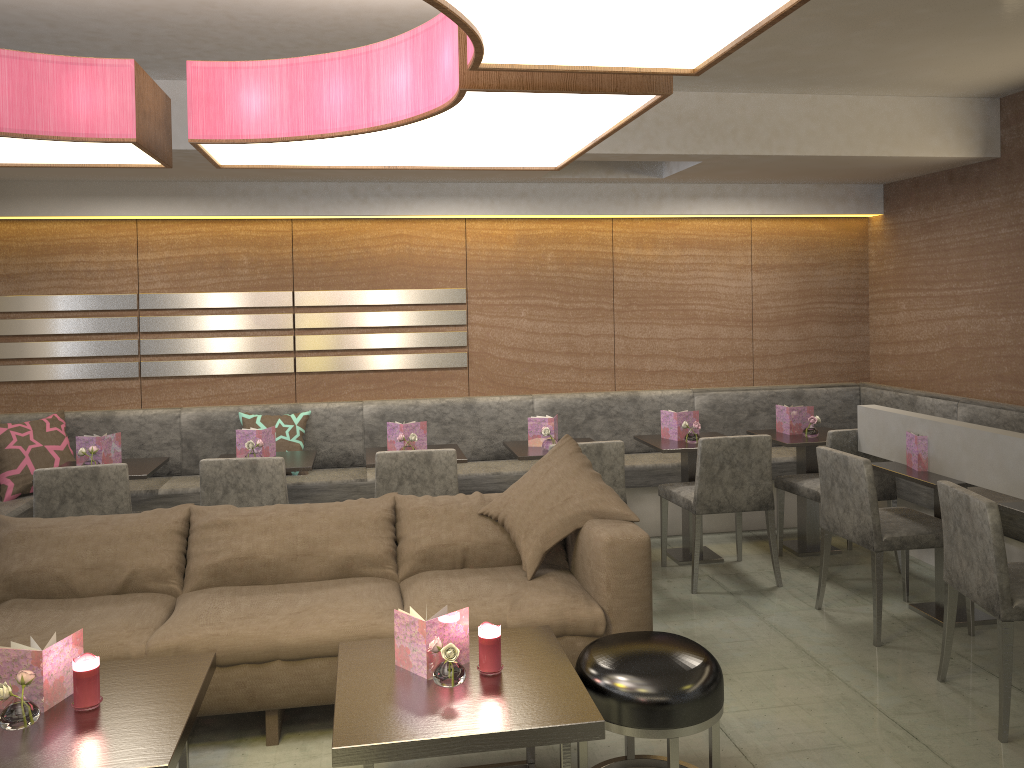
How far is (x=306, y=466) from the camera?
4.38m

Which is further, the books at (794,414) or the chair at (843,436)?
the books at (794,414)

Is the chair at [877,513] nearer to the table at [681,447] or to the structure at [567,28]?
the table at [681,447]

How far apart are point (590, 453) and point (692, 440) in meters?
0.8

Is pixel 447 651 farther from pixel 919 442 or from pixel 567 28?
pixel 919 442

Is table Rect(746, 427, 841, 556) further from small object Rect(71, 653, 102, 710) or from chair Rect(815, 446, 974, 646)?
small object Rect(71, 653, 102, 710)

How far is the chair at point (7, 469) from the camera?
4.7 meters

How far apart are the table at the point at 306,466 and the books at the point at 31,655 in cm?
192

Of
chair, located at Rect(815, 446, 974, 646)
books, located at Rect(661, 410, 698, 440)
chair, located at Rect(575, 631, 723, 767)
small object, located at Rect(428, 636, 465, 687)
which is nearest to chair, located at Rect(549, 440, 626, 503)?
books, located at Rect(661, 410, 698, 440)

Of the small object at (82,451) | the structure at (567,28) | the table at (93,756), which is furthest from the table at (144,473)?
the structure at (567,28)
